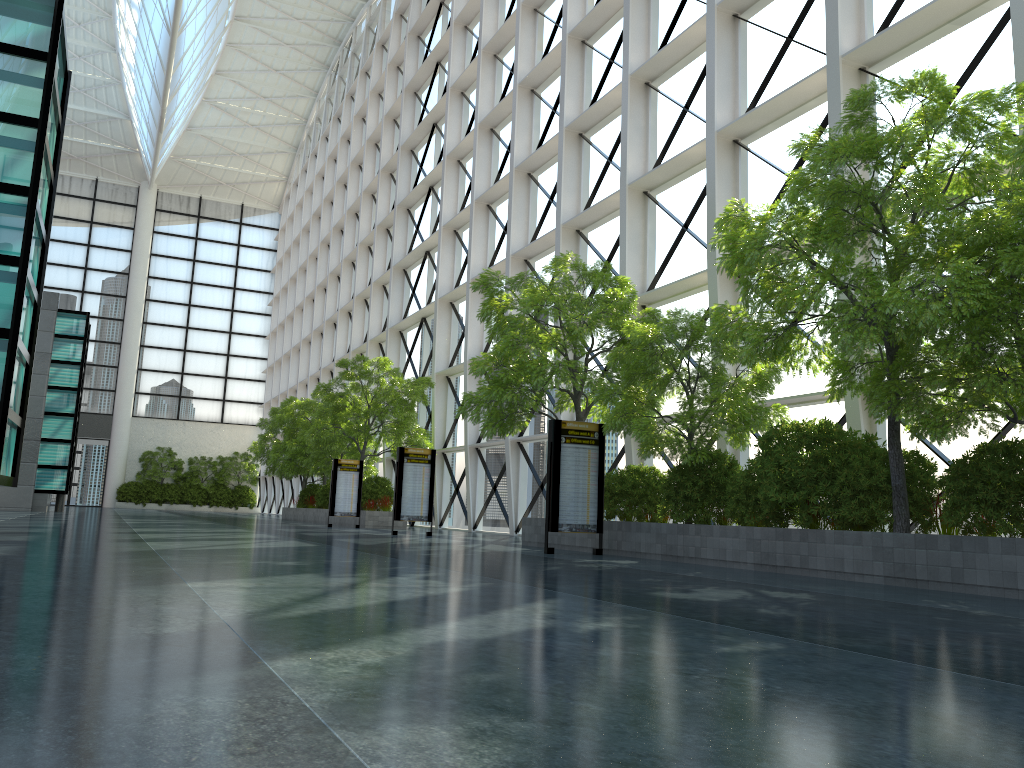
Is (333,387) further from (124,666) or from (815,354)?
(124,666)
